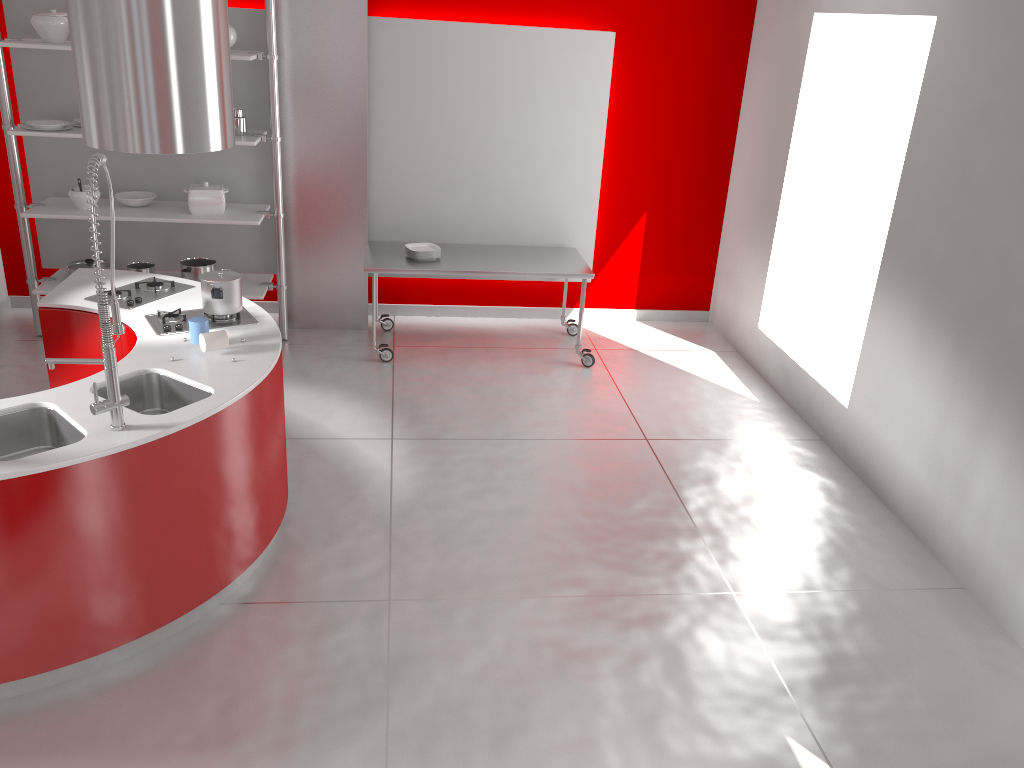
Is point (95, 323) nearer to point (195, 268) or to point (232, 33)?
point (195, 268)

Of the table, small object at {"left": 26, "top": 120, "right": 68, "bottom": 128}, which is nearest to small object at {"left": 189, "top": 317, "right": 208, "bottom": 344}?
the table

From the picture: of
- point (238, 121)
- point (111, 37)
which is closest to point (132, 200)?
point (238, 121)

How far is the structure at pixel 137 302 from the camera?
4.30m

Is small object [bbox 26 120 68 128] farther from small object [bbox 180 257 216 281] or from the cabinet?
the cabinet

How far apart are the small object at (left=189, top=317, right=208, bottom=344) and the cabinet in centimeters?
43cm

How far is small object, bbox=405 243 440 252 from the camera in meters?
6.1 m

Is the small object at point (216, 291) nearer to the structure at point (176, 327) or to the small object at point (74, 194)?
the structure at point (176, 327)

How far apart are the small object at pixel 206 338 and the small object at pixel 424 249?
2.55m

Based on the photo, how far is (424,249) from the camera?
6.1 meters
